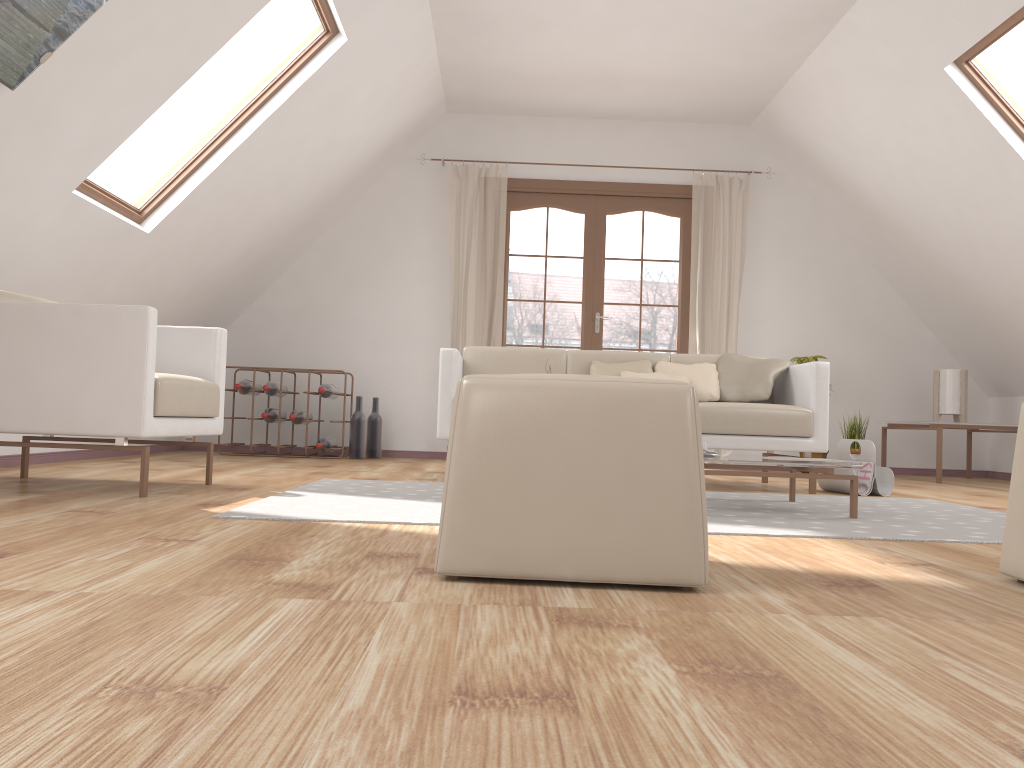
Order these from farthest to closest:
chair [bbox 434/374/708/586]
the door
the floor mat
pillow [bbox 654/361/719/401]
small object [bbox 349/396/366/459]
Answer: the door
small object [bbox 349/396/366/459]
pillow [bbox 654/361/719/401]
the floor mat
chair [bbox 434/374/708/586]

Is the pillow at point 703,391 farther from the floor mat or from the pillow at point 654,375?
the floor mat

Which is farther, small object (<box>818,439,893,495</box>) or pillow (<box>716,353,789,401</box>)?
pillow (<box>716,353,789,401</box>)

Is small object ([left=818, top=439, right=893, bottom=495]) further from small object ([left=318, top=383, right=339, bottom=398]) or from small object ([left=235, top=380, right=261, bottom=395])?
small object ([left=235, top=380, right=261, bottom=395])

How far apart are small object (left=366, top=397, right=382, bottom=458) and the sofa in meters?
1.7

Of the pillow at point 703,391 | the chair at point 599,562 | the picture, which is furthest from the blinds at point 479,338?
→ the chair at point 599,562

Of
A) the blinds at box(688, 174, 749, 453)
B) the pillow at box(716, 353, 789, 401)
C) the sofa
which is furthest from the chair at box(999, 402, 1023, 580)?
the blinds at box(688, 174, 749, 453)

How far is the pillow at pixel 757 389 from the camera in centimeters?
451cm

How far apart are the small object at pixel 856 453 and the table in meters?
2.6

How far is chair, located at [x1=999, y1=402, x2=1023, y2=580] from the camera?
1.8m
